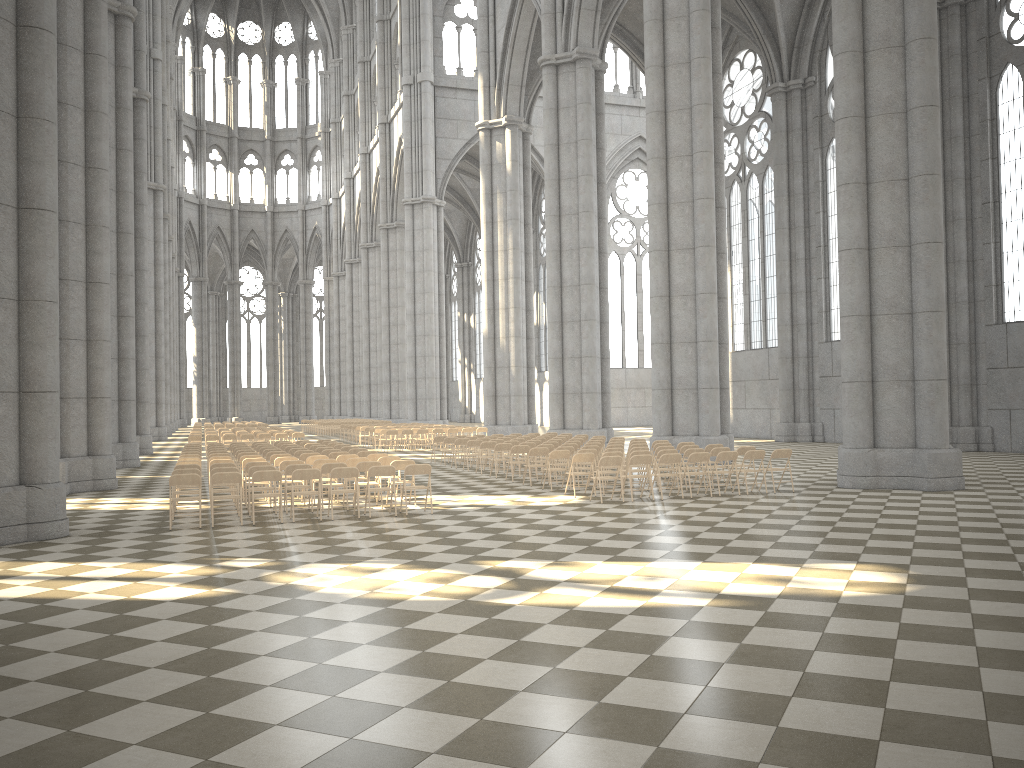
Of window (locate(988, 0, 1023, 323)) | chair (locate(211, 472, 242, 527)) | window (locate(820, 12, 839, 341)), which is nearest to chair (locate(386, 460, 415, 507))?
chair (locate(211, 472, 242, 527))

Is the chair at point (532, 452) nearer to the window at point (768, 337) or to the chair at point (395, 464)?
the chair at point (395, 464)

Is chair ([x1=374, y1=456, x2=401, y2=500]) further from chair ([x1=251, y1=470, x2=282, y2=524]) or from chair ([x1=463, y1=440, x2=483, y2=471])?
chair ([x1=463, y1=440, x2=483, y2=471])

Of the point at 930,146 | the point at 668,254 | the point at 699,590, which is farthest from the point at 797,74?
the point at 699,590

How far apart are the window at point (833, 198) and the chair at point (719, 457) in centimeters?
1964cm

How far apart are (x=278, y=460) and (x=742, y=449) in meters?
9.0

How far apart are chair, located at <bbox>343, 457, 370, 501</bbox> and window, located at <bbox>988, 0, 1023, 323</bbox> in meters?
20.7 m

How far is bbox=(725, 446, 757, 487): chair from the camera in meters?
17.5 m

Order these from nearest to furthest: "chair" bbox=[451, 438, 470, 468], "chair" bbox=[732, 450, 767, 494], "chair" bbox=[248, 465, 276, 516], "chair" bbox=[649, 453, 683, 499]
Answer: "chair" bbox=[248, 465, 276, 516] → "chair" bbox=[649, 453, 683, 499] → "chair" bbox=[732, 450, 767, 494] → "chair" bbox=[451, 438, 470, 468]

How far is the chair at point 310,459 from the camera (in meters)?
17.00
